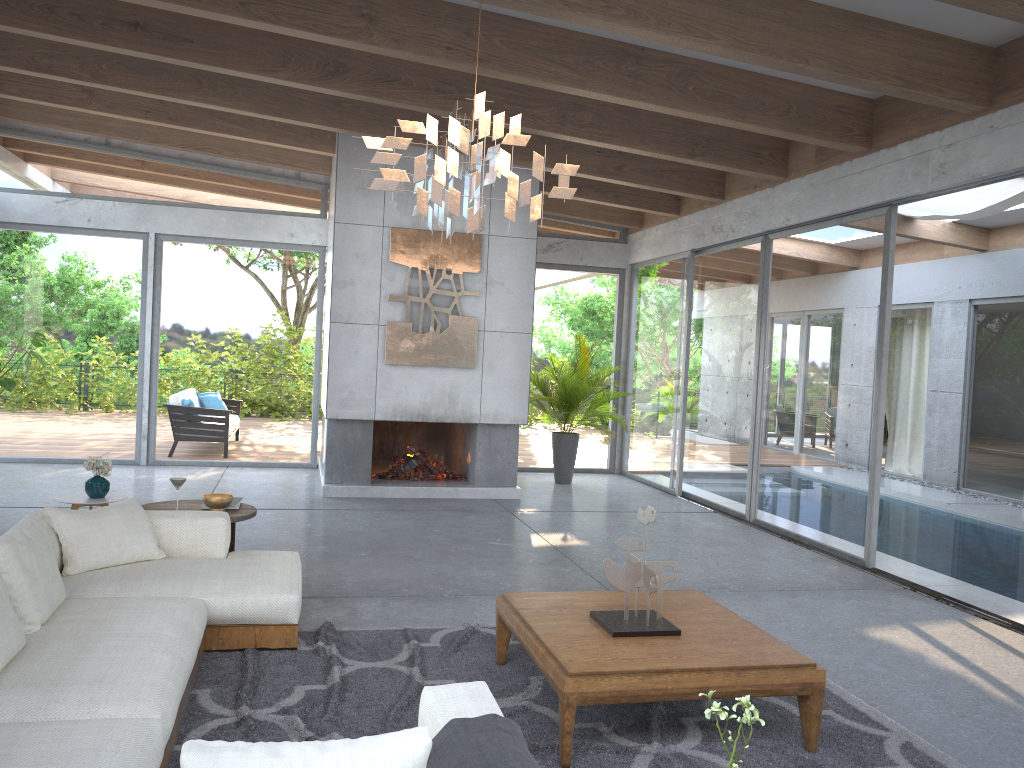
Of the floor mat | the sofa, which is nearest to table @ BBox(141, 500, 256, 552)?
the sofa

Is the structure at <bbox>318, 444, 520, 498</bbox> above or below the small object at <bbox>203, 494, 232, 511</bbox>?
below

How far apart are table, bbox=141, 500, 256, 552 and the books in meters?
0.1

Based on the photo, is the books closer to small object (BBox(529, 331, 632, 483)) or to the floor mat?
the floor mat

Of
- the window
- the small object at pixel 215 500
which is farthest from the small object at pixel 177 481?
the window

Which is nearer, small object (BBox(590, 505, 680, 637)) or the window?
small object (BBox(590, 505, 680, 637))

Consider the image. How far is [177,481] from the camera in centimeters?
517cm

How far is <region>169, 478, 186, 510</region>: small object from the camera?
5.2 meters

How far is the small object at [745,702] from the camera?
1.7 meters

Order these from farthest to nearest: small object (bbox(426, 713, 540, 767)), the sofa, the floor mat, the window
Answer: the window
the floor mat
the sofa
small object (bbox(426, 713, 540, 767))
